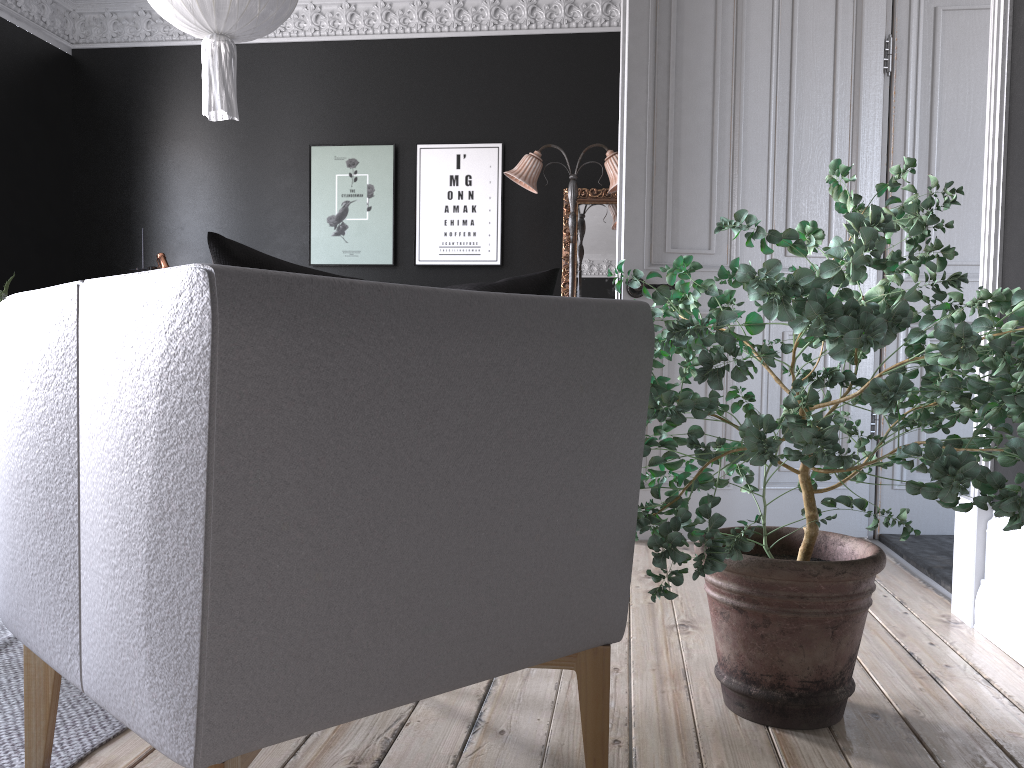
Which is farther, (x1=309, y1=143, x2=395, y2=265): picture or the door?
(x1=309, y1=143, x2=395, y2=265): picture

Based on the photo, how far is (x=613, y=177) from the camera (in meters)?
6.98

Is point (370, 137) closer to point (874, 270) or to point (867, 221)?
point (874, 270)

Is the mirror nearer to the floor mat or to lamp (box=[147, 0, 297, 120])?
lamp (box=[147, 0, 297, 120])

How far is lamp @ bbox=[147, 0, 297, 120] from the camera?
4.1m

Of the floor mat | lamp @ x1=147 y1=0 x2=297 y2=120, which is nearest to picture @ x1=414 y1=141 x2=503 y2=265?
lamp @ x1=147 y1=0 x2=297 y2=120

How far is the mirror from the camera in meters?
7.6

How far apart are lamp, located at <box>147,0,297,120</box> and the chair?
3.2 meters

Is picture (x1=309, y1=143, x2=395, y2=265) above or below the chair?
above

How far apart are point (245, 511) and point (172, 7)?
3.93m
